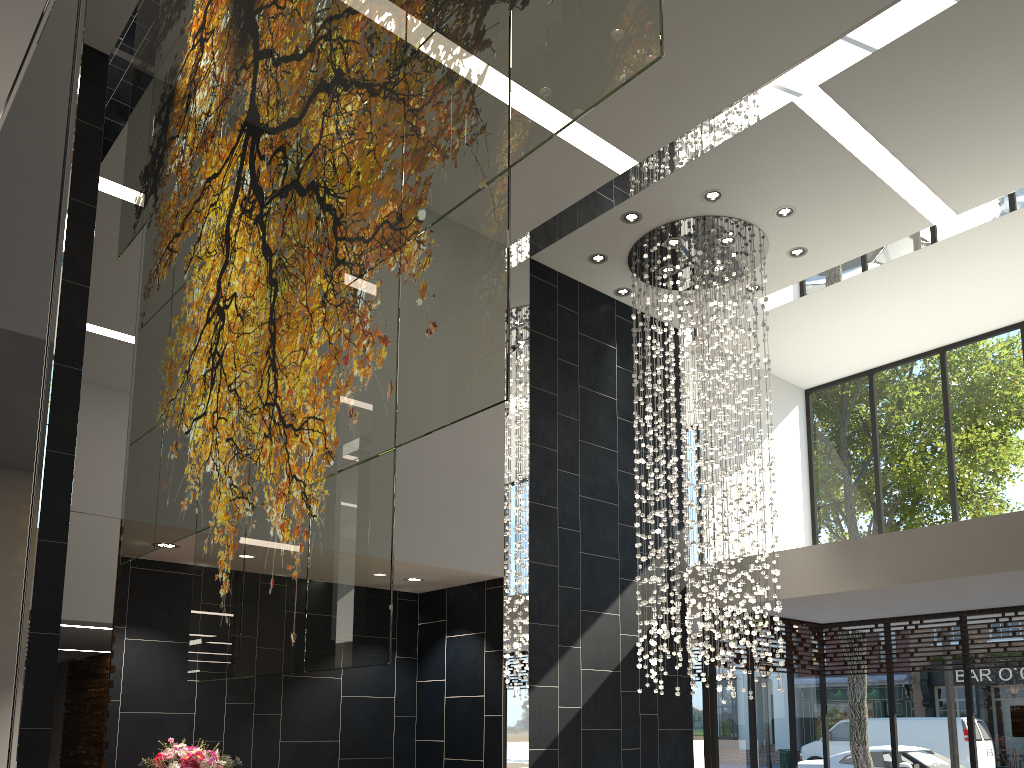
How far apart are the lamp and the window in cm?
143

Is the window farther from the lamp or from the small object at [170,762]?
the small object at [170,762]

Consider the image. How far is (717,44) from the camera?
6.2m

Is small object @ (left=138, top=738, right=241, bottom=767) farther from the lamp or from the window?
the window

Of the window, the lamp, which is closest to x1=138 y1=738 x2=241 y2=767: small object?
the lamp

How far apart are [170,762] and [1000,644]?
8.1 meters

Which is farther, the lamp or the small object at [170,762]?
the lamp

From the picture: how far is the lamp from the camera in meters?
8.0 m

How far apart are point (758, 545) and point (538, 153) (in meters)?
3.74

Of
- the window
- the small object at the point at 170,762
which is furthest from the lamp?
the small object at the point at 170,762
